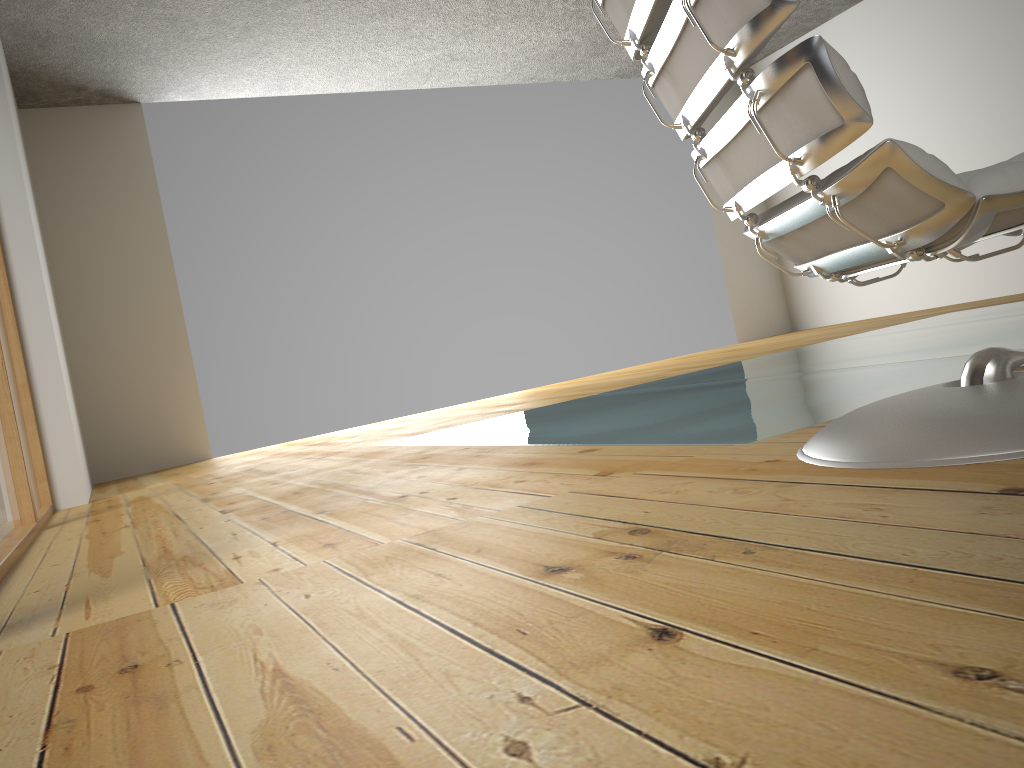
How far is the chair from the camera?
1.0 meters

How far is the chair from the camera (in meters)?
1.00

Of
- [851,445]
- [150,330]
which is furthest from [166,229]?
[851,445]

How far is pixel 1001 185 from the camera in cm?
100
